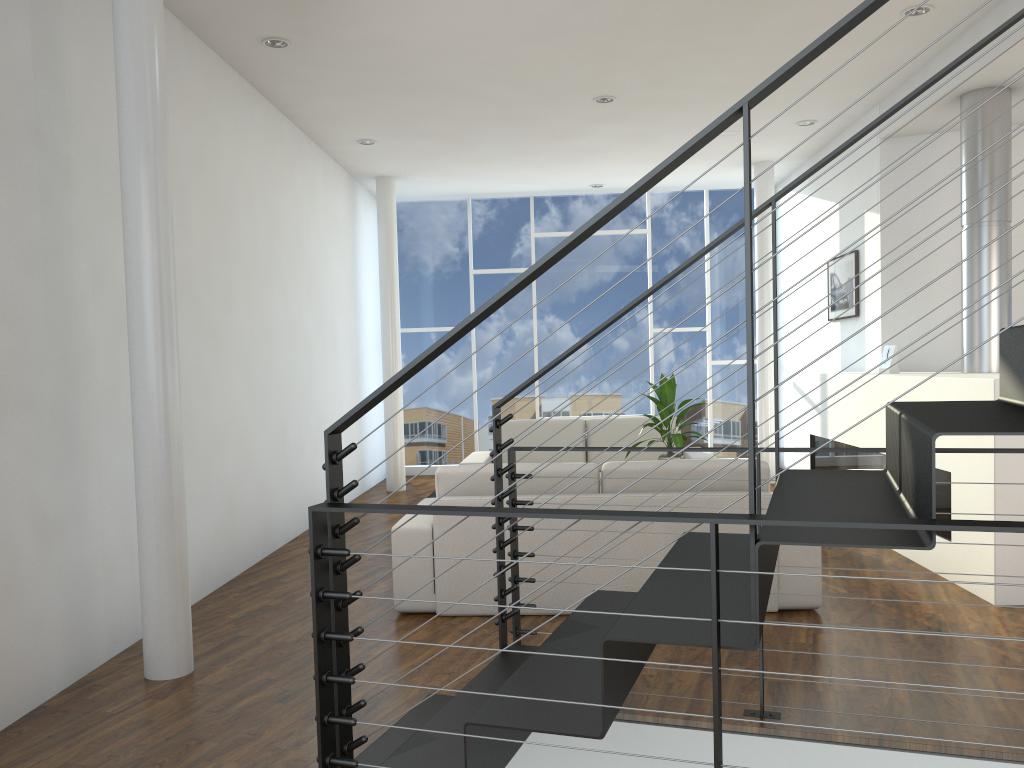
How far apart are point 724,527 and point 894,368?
2.02m

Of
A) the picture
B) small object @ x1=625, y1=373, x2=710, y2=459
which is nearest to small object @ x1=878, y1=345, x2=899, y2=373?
the picture

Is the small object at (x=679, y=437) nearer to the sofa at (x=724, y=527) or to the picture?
the sofa at (x=724, y=527)

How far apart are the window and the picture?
1.6 meters

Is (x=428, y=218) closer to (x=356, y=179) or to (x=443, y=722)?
(x=356, y=179)

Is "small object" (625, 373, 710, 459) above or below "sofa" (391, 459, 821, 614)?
above

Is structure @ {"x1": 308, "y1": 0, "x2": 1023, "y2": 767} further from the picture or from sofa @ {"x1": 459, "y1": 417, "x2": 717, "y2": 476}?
the picture

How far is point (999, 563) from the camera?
3.3 meters

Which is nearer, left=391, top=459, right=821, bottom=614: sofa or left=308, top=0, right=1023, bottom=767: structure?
left=308, top=0, right=1023, bottom=767: structure

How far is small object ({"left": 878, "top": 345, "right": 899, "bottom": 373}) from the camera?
4.72m
